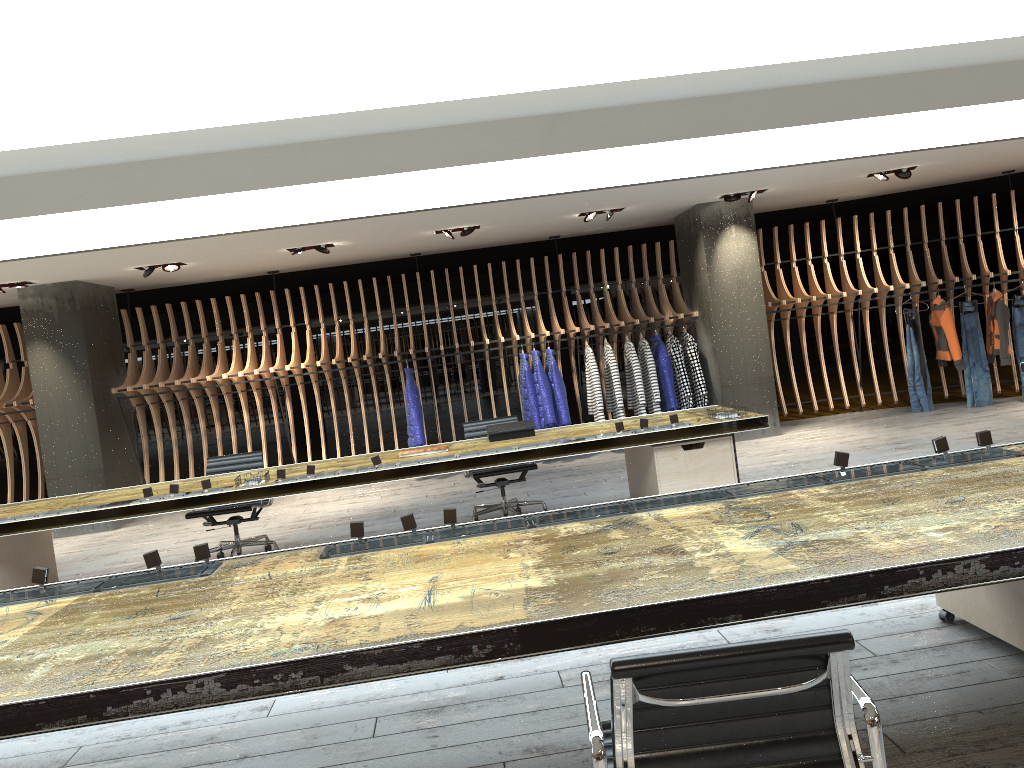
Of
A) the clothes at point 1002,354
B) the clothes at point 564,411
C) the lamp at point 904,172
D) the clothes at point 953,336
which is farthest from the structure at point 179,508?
the clothes at point 1002,354

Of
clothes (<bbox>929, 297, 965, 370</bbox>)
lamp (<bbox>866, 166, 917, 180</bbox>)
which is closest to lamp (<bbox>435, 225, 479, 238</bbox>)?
lamp (<bbox>866, 166, 917, 180</bbox>)

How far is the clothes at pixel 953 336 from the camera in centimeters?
1029cm

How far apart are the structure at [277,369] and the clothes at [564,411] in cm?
19

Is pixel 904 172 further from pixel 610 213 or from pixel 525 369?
pixel 525 369

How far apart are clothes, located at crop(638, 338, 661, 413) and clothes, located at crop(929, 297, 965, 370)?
3.4m

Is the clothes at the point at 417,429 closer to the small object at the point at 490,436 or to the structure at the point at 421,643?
the small object at the point at 490,436

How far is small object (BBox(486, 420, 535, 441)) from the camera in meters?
6.8 m

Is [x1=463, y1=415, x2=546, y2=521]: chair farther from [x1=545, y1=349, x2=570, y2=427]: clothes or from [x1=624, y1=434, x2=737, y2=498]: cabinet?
[x1=545, y1=349, x2=570, y2=427]: clothes

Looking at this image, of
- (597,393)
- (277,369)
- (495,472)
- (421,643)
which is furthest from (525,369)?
(421,643)
